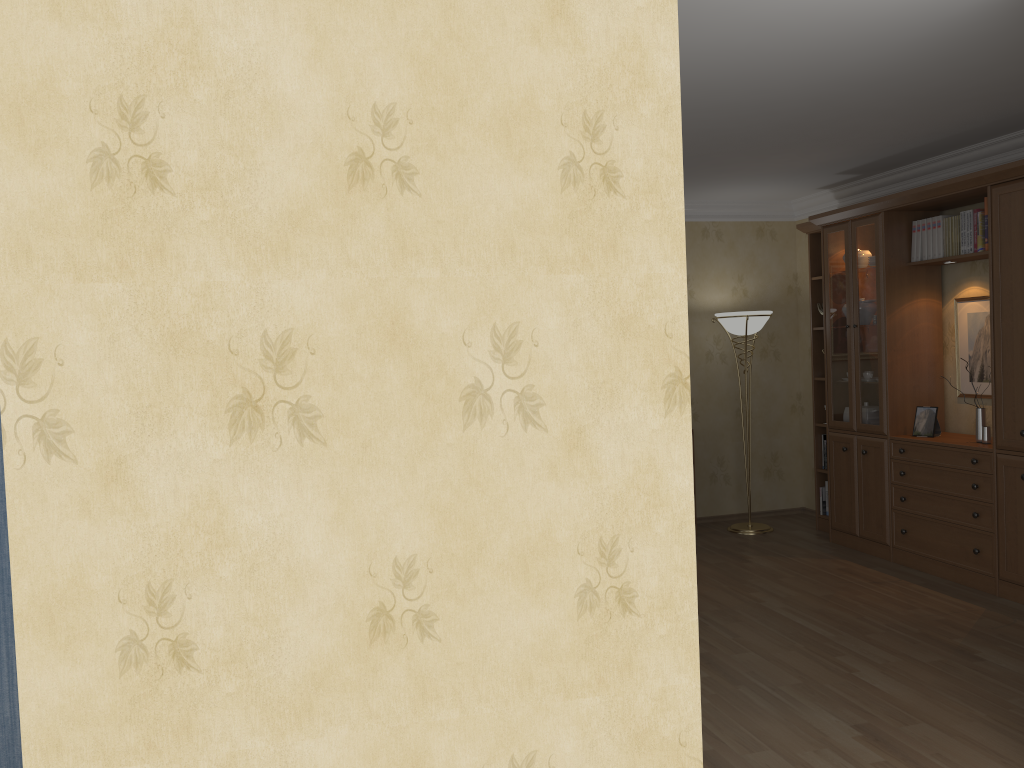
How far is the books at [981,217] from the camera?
5.12m

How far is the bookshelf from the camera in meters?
4.8

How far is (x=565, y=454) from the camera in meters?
2.1 m

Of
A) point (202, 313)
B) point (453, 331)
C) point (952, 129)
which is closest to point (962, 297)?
point (952, 129)

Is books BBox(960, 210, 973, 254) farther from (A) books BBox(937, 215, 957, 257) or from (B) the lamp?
(B) the lamp

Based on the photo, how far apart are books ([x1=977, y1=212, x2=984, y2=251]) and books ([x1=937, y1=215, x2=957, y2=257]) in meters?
0.3

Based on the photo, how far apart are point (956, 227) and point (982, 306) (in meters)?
0.55

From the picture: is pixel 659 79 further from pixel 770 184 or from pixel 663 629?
pixel 770 184

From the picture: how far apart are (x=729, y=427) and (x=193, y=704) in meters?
6.0

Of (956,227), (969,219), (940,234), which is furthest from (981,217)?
(940,234)
